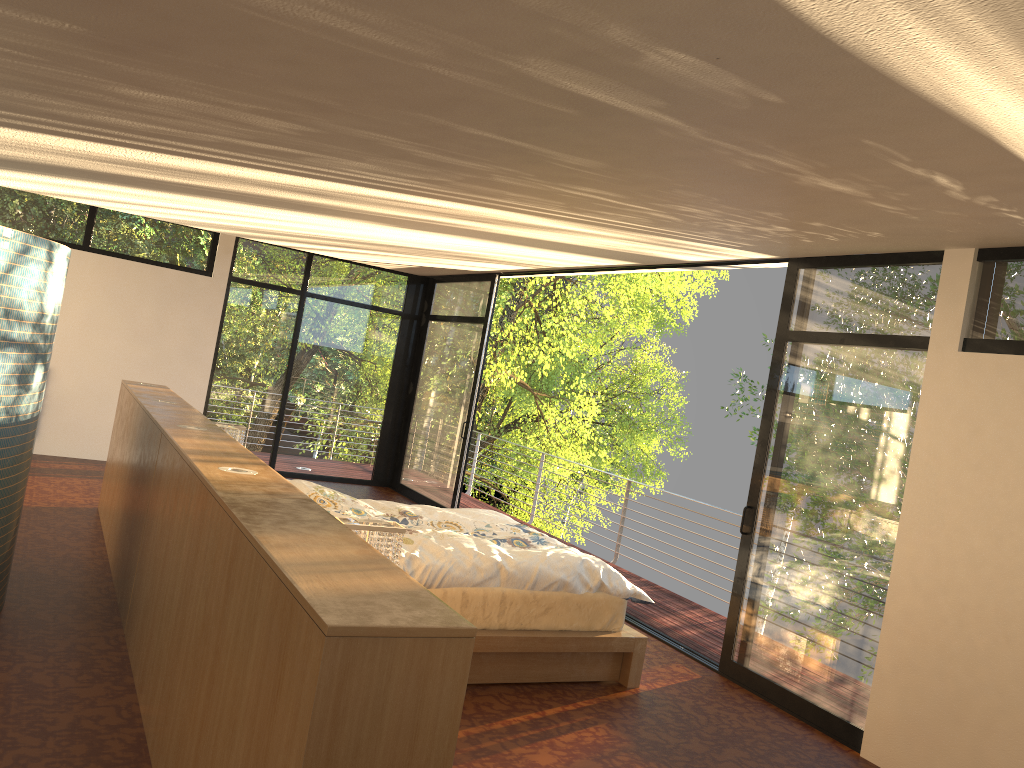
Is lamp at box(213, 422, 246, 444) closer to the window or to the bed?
the bed

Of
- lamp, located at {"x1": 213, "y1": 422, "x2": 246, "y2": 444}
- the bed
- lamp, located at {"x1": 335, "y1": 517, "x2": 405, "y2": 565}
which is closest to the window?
the bed

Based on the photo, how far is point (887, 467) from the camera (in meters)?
4.31

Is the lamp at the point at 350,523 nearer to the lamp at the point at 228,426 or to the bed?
the bed

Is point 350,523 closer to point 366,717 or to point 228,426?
point 366,717

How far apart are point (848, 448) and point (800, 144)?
3.0 meters

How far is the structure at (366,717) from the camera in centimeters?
172cm

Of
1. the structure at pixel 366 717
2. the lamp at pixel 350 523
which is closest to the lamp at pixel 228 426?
the structure at pixel 366 717

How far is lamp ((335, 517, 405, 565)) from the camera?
3.3 meters

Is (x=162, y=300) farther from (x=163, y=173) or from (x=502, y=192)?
(x=502, y=192)
